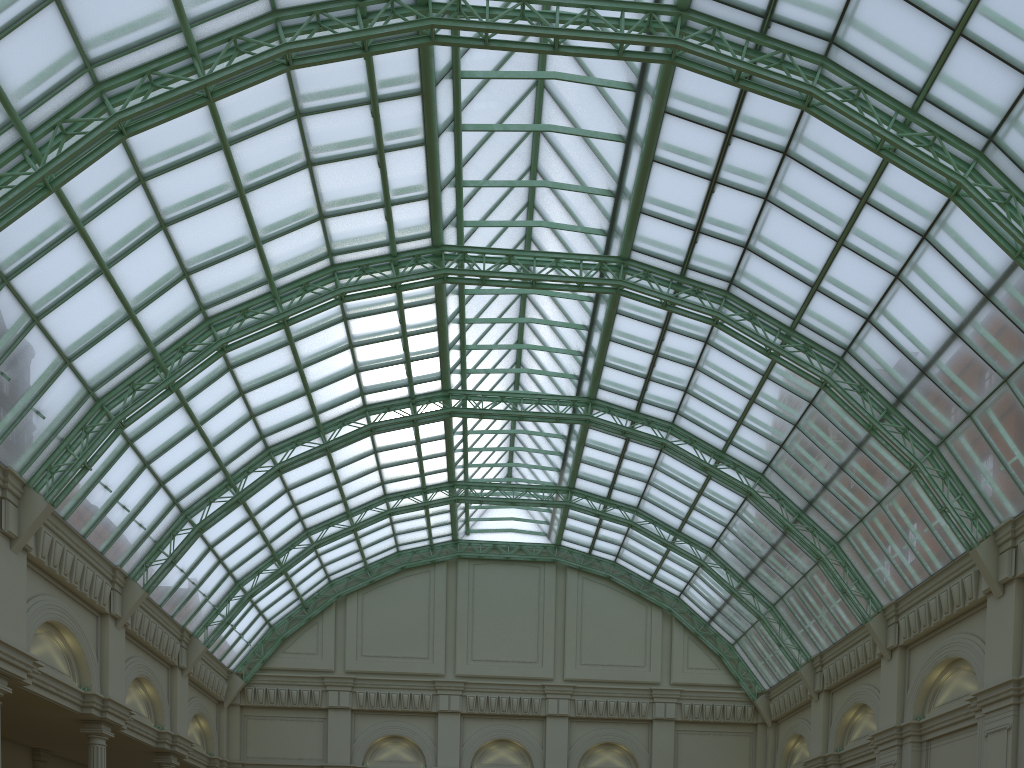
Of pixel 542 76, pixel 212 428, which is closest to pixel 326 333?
pixel 212 428

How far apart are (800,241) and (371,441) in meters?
27.5 m

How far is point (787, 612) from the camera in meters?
46.3 m
